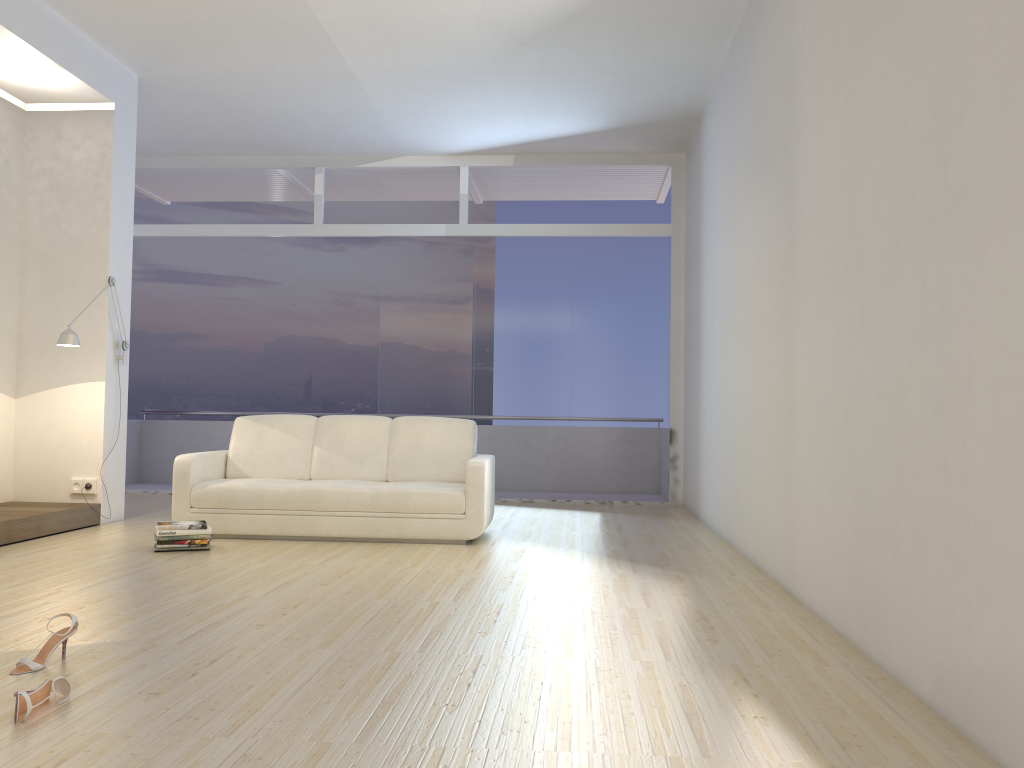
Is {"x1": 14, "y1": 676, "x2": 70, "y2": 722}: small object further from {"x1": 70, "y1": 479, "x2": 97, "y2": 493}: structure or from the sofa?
{"x1": 70, "y1": 479, "x2": 97, "y2": 493}: structure

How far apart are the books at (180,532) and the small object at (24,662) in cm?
242

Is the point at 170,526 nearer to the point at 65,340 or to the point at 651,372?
the point at 65,340

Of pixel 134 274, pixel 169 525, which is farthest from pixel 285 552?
pixel 134 274

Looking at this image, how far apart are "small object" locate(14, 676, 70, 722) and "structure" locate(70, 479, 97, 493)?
4.4 meters

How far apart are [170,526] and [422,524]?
1.6m

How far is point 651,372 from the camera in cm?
903

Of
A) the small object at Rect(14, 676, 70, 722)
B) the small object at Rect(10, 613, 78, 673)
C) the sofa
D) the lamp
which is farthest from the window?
the small object at Rect(14, 676, 70, 722)

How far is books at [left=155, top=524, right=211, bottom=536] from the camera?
5.5 meters

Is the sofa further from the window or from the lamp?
the window
